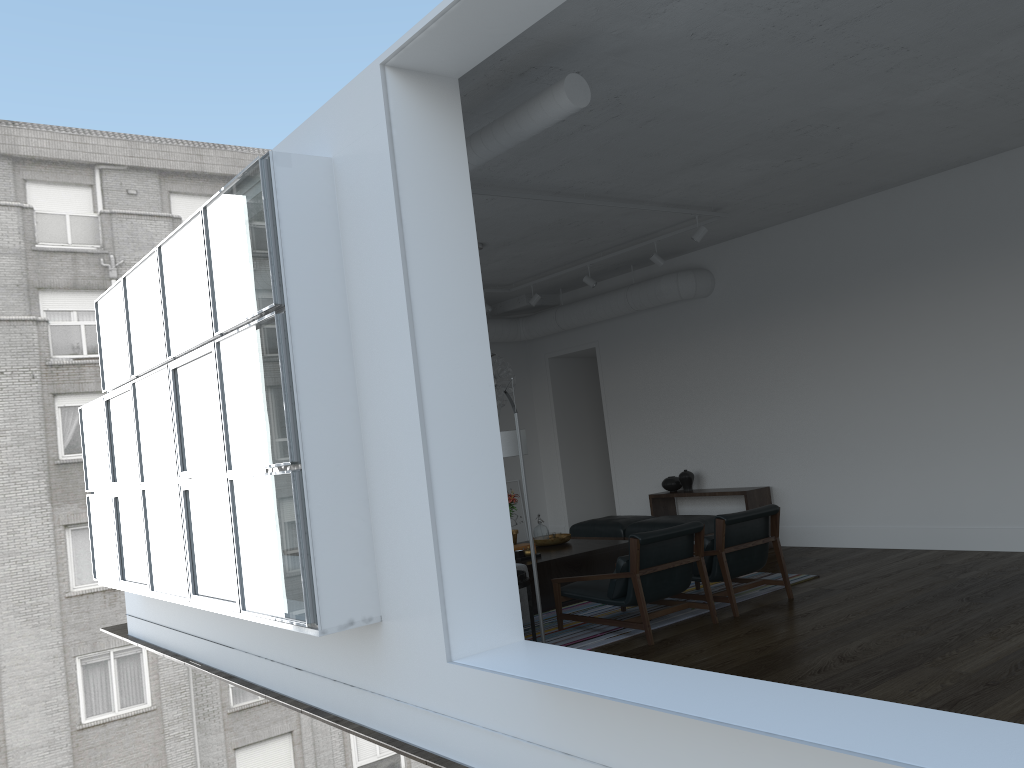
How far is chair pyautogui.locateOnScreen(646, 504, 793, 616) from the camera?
6.2 meters

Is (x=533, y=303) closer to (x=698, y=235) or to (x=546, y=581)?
(x=698, y=235)

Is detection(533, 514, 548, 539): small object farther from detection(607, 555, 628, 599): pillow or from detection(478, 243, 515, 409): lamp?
detection(607, 555, 628, 599): pillow

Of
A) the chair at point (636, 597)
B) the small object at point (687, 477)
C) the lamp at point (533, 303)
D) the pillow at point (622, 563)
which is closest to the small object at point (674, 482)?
the small object at point (687, 477)

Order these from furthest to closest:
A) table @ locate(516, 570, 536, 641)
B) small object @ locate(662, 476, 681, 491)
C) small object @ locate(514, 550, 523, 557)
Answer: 1. small object @ locate(662, 476, 681, 491)
2. small object @ locate(514, 550, 523, 557)
3. table @ locate(516, 570, 536, 641)

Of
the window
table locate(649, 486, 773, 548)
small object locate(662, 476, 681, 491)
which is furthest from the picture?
the window

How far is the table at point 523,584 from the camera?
5.6 meters

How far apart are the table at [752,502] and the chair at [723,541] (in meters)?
2.07

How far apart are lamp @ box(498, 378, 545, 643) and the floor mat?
1.3m

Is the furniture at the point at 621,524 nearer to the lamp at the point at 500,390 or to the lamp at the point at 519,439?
the lamp at the point at 500,390
